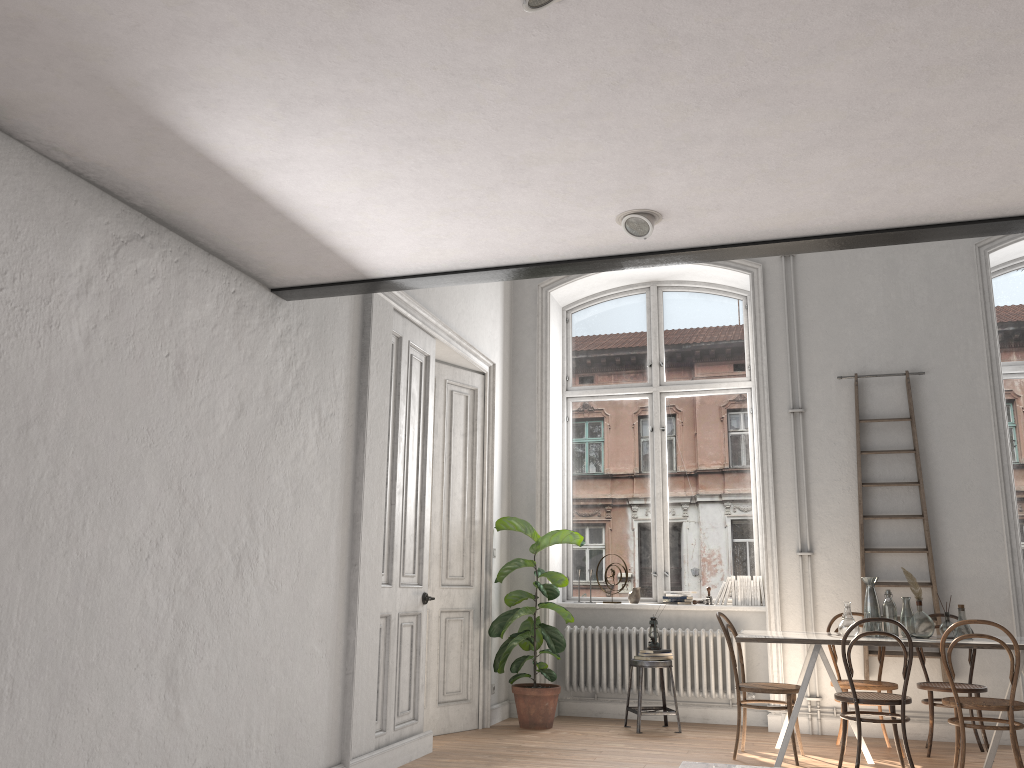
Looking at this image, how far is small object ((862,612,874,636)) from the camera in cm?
580

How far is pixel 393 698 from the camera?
5.4 meters

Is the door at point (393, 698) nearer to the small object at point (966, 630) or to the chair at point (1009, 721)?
the chair at point (1009, 721)

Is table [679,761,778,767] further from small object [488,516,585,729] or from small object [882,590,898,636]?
small object [488,516,585,729]

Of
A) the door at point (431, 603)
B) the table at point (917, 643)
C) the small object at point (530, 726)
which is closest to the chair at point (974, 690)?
the table at point (917, 643)

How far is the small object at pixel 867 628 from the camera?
5.8 meters

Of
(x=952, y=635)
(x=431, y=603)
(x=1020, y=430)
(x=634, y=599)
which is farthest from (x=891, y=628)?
(x=431, y=603)

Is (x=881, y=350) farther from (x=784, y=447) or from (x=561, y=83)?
(x=561, y=83)

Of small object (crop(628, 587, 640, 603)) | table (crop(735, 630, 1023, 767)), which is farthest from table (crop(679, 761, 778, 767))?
small object (crop(628, 587, 640, 603))

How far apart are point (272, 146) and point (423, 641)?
3.9 meters
